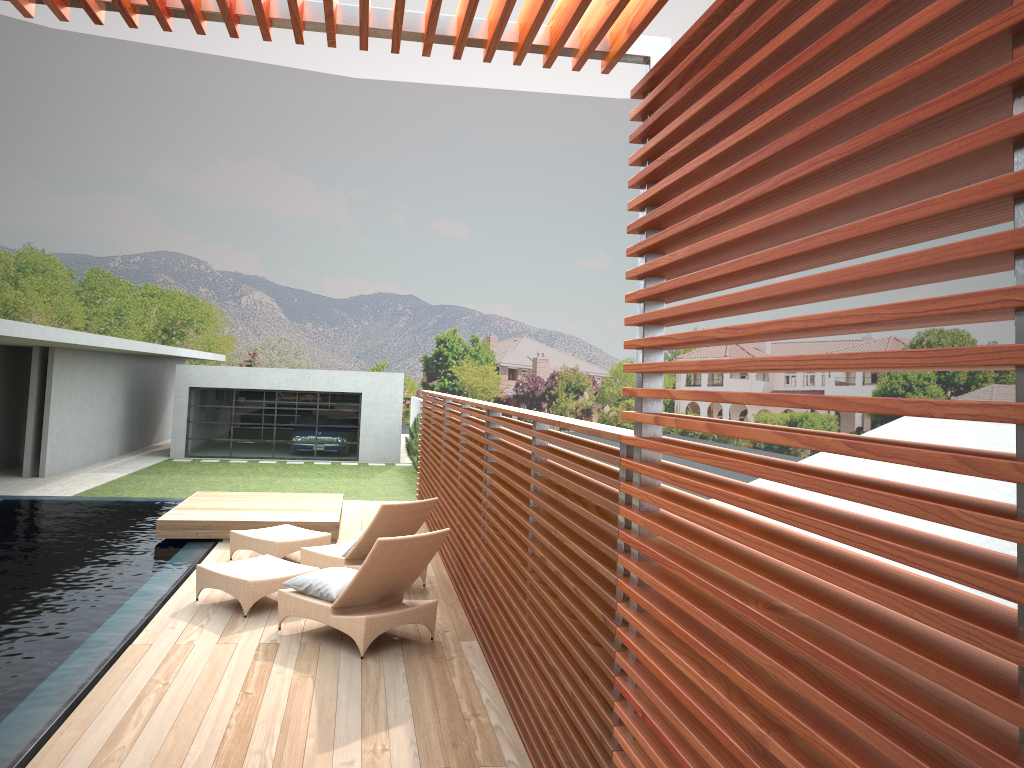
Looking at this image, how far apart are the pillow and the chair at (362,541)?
1.0 meters

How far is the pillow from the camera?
6.53m

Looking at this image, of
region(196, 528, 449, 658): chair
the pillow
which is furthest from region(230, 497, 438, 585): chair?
the pillow

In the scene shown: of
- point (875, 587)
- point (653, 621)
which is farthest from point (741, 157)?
point (653, 621)

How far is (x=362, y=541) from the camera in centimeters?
796cm

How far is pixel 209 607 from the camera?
7.3m

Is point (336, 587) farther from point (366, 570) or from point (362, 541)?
point (362, 541)

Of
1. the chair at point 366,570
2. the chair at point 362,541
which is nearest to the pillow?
the chair at point 366,570

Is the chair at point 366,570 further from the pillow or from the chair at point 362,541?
the chair at point 362,541

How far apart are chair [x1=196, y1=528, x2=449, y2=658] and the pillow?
0.05m
